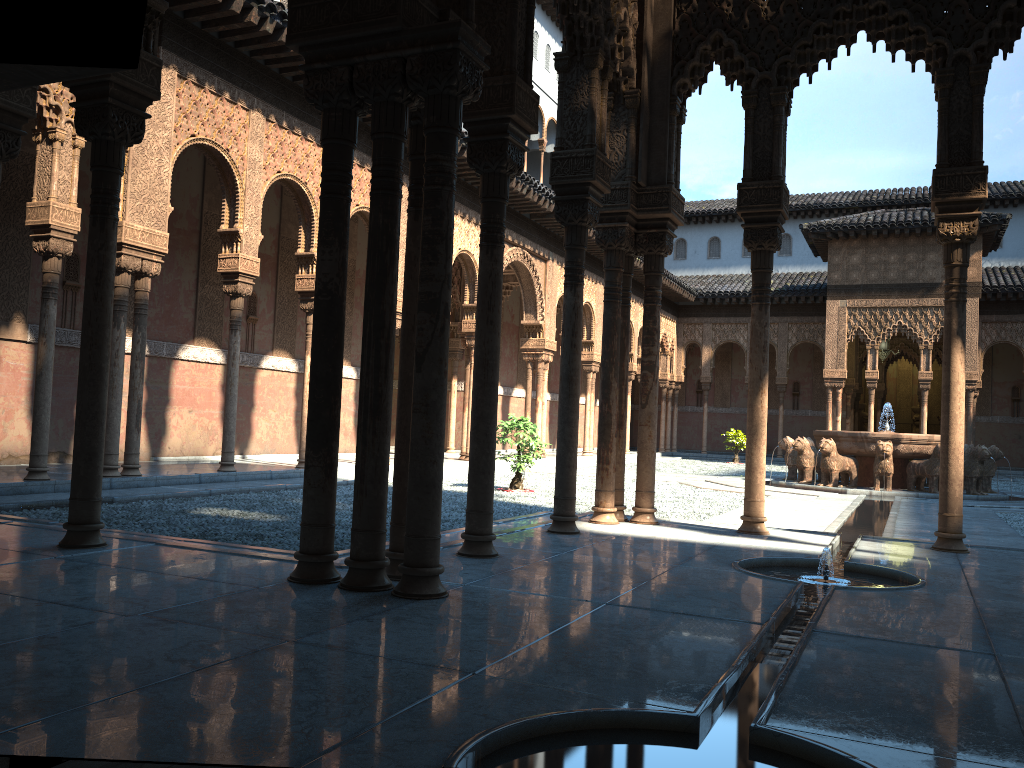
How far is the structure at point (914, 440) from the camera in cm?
1740

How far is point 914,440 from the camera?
17.40m

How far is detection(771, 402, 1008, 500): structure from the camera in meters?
17.4 m

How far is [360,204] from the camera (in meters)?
15.96
